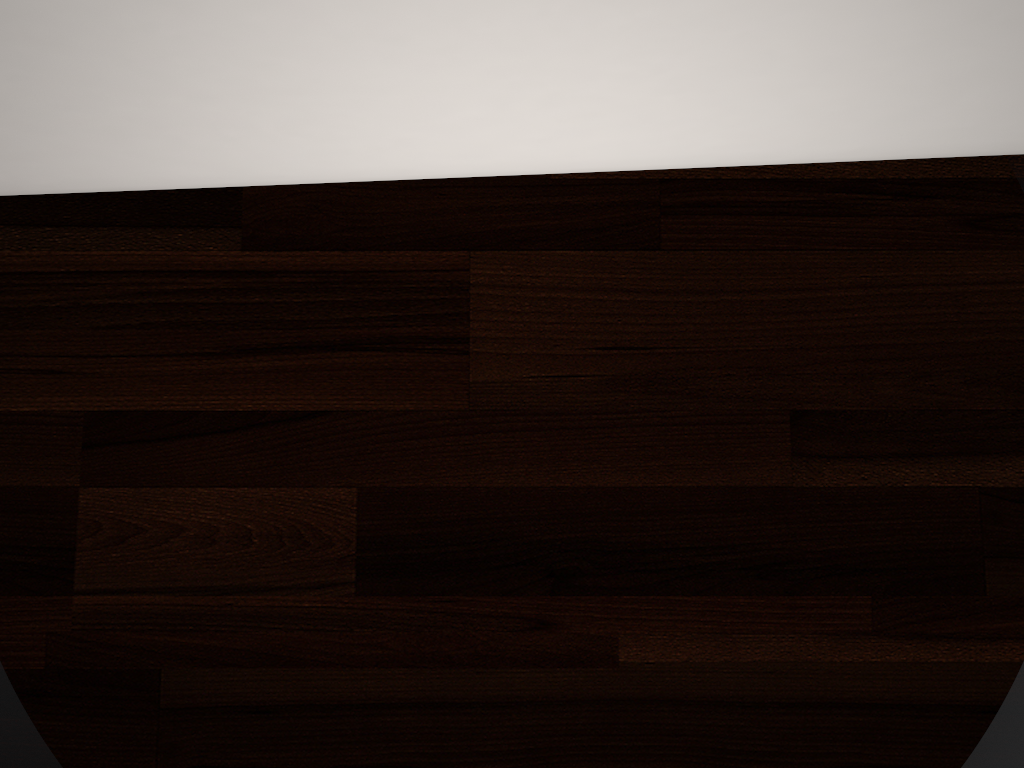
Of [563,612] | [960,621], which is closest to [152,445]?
[563,612]

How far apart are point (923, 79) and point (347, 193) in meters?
0.3 m

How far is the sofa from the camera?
0.21m

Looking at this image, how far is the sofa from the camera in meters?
0.2 m
